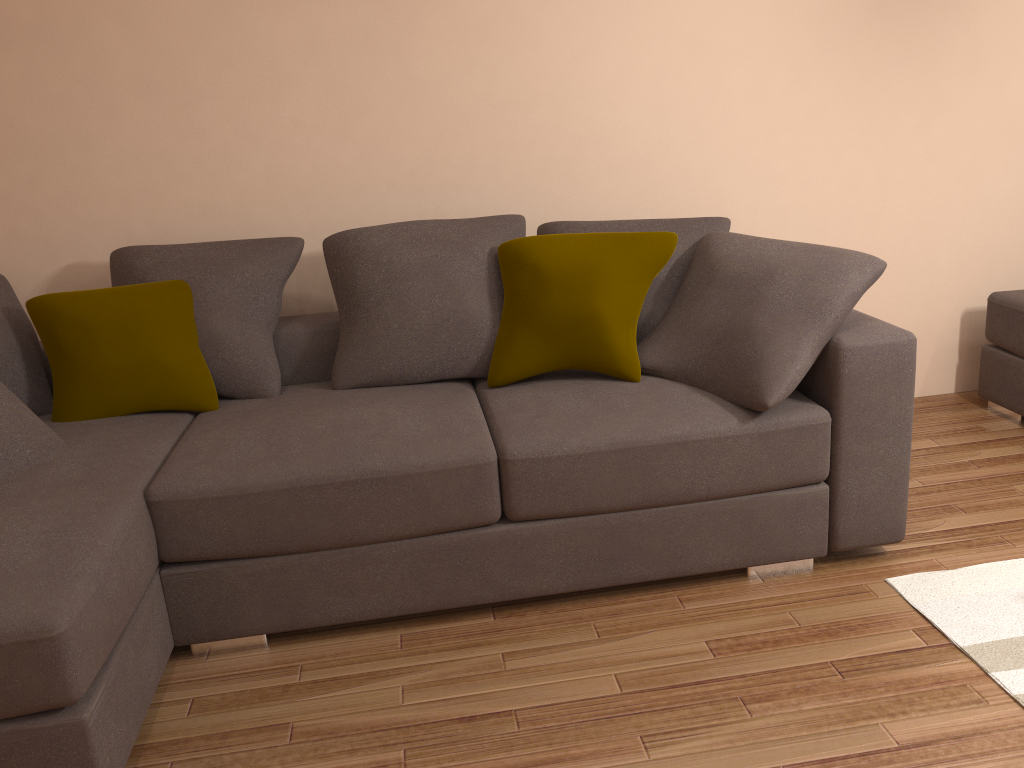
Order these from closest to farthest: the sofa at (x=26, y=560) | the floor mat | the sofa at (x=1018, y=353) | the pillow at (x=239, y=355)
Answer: the sofa at (x=26, y=560) < the floor mat < the pillow at (x=239, y=355) < the sofa at (x=1018, y=353)

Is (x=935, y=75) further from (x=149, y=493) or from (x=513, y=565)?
(x=149, y=493)

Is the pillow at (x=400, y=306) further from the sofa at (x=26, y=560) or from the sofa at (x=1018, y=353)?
the sofa at (x=1018, y=353)

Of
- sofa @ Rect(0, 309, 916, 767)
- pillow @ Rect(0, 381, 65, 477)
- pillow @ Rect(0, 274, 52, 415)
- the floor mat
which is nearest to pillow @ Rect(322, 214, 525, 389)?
sofa @ Rect(0, 309, 916, 767)

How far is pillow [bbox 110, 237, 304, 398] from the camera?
3.20m

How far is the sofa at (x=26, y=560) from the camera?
2.1 meters

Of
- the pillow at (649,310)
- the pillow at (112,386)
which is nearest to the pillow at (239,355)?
the pillow at (112,386)

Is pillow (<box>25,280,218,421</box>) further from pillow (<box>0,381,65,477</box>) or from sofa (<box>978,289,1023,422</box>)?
sofa (<box>978,289,1023,422</box>)

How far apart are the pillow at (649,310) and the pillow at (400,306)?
0.14m

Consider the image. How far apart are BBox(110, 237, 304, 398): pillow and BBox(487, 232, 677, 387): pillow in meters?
0.8
